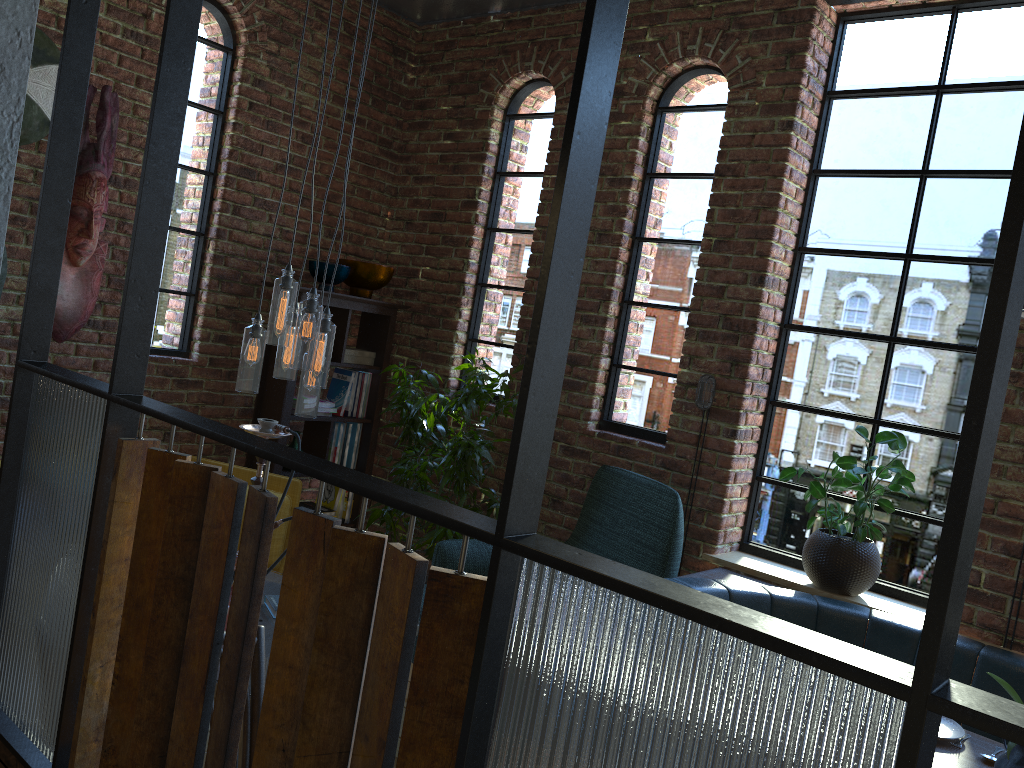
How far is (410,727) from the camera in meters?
0.8 m

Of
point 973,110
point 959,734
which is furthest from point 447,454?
point 973,110

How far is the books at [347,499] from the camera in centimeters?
492cm

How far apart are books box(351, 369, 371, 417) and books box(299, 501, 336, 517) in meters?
0.5

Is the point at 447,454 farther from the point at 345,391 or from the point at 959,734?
the point at 959,734

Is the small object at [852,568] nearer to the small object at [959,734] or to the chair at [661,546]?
the chair at [661,546]

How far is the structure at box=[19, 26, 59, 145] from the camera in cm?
342

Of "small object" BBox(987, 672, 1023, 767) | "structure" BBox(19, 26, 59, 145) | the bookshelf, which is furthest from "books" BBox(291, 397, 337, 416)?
"small object" BBox(987, 672, 1023, 767)

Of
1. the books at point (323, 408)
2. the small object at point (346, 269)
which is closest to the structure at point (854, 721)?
the small object at point (346, 269)

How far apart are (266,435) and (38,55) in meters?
1.9
